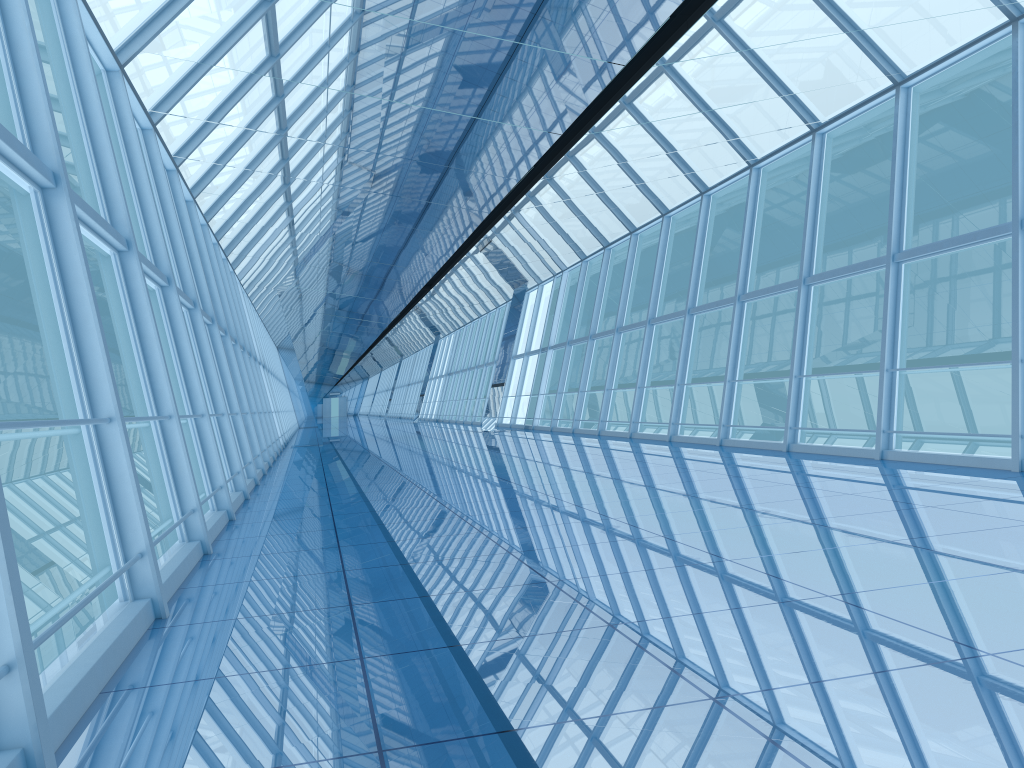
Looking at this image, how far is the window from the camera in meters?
4.6 m

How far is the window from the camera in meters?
4.6

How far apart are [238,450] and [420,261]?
10.80m

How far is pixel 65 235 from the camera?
4.6 meters
